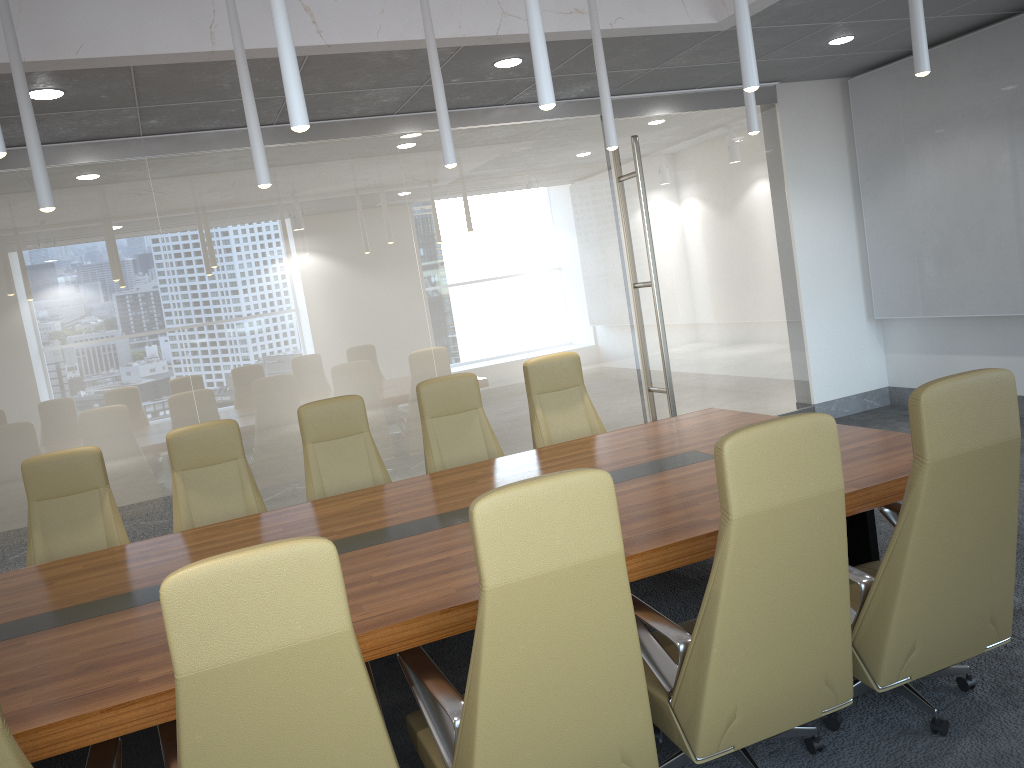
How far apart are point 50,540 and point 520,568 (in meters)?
3.78

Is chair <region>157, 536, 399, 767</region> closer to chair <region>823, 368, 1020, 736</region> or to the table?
the table

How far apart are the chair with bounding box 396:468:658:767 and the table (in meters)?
0.08

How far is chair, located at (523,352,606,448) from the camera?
6.25m

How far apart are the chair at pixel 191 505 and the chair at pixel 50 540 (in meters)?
0.28

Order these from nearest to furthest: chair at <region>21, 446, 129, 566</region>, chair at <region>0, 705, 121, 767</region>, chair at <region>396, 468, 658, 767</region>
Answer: chair at <region>0, 705, 121, 767</region>
chair at <region>396, 468, 658, 767</region>
chair at <region>21, 446, 129, 566</region>

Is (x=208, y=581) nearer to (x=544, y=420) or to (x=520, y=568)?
(x=520, y=568)

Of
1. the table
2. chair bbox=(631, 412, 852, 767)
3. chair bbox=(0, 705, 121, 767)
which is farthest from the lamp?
chair bbox=(0, 705, 121, 767)

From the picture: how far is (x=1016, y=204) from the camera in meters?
7.6 m

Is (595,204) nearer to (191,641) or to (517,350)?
(517,350)
